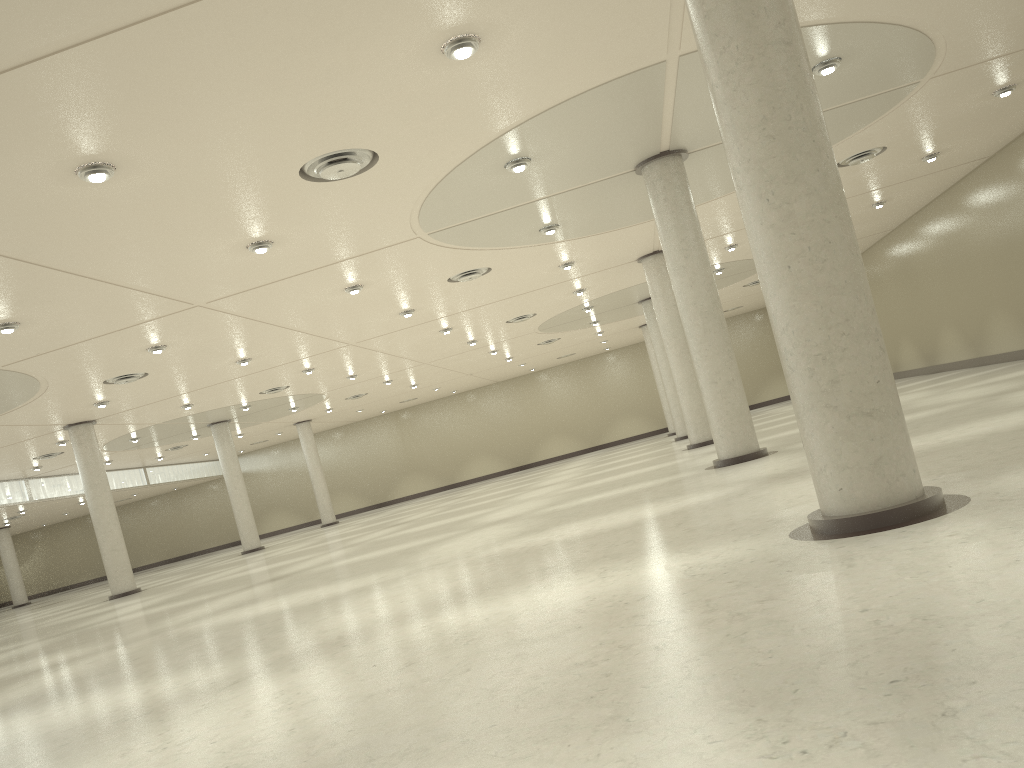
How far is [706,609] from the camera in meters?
11.8
